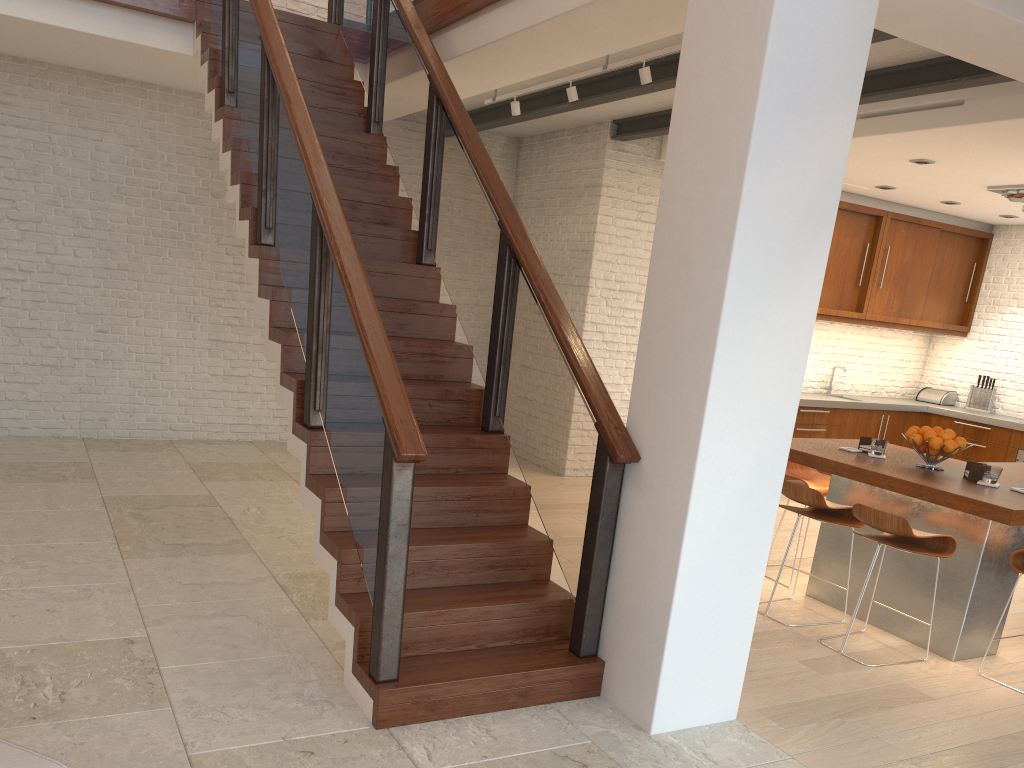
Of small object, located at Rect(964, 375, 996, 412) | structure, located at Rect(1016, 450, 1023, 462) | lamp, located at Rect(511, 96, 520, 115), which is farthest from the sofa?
small object, located at Rect(964, 375, 996, 412)

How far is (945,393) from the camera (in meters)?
9.65

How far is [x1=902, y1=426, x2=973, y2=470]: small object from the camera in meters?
4.6

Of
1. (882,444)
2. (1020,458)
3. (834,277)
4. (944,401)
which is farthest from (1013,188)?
(882,444)

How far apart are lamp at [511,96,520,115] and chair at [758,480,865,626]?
3.3 meters

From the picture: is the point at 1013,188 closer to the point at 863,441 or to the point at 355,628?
the point at 863,441

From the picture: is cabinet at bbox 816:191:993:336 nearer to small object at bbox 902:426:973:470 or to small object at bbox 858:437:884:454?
small object at bbox 858:437:884:454

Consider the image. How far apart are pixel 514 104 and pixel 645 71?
1.5m

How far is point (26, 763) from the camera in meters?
1.8

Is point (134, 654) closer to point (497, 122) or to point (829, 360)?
point (497, 122)
